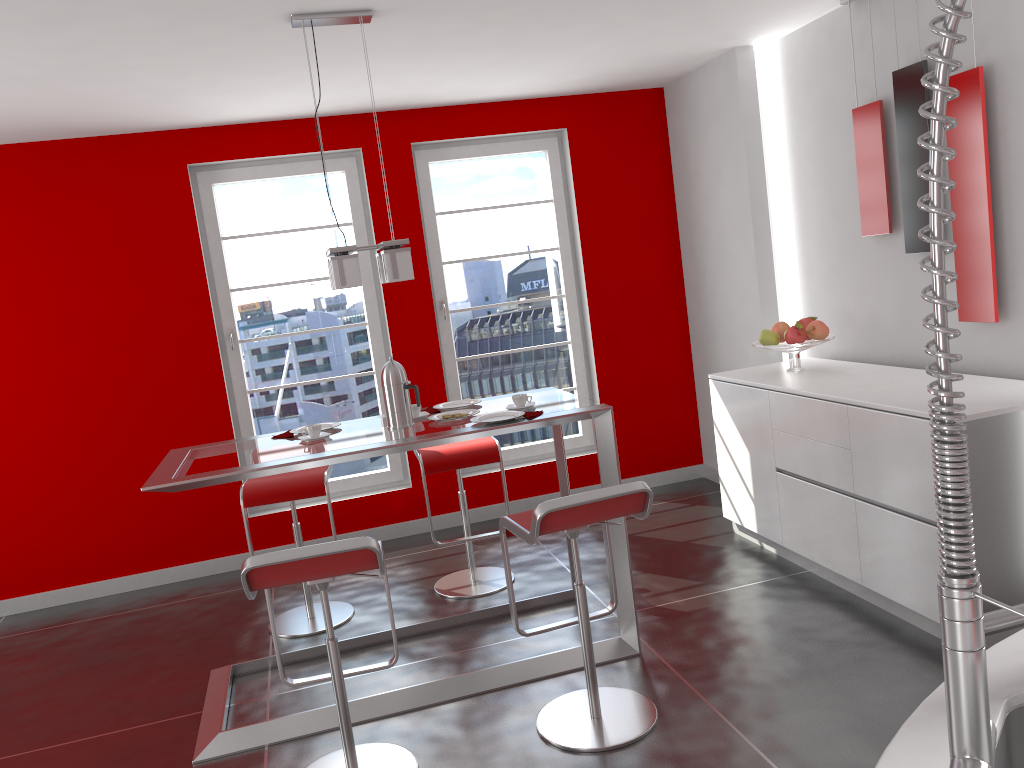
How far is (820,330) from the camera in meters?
4.3 m

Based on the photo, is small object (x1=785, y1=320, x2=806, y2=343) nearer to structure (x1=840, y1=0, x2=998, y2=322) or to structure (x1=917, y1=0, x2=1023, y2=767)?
structure (x1=840, y1=0, x2=998, y2=322)

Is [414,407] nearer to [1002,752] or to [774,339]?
[774,339]

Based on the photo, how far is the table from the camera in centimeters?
316cm

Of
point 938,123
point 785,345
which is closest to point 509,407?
point 785,345

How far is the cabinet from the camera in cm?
306

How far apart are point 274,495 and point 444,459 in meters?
0.8 m

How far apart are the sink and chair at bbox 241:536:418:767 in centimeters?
171cm

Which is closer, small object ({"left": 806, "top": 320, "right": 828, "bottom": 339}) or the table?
the table

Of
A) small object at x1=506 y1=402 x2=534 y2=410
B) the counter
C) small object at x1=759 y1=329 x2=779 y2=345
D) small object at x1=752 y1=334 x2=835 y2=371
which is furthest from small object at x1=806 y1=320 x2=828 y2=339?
the counter
